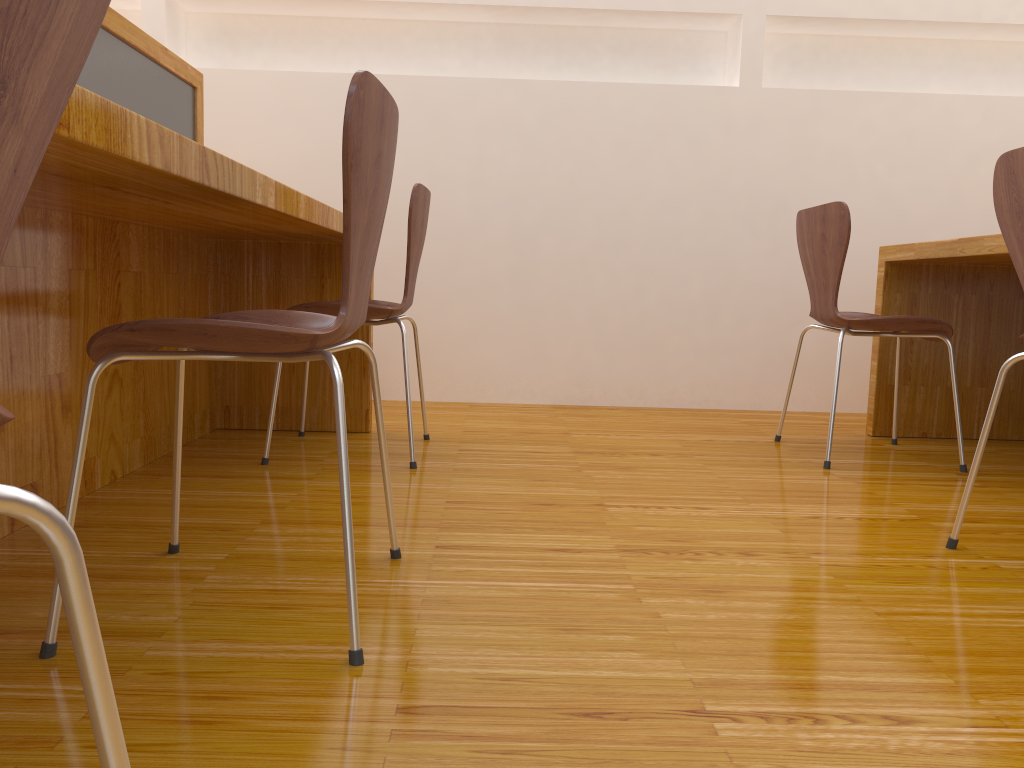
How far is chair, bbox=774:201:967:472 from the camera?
2.29m

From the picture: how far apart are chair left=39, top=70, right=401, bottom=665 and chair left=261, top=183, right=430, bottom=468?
0.7m

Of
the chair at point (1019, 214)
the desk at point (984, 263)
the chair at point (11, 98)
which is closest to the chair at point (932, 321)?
the desk at point (984, 263)

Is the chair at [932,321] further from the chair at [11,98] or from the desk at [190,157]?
the chair at [11,98]

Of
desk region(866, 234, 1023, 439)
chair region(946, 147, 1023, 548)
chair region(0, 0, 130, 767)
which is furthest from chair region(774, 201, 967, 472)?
chair region(0, 0, 130, 767)

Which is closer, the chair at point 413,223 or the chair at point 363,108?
the chair at point 363,108

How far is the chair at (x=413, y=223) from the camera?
2.1 meters

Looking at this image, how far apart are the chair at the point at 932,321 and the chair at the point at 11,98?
2.13m

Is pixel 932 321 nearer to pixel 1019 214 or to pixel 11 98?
pixel 1019 214

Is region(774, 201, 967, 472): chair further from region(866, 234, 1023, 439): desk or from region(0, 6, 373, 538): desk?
region(0, 6, 373, 538): desk
